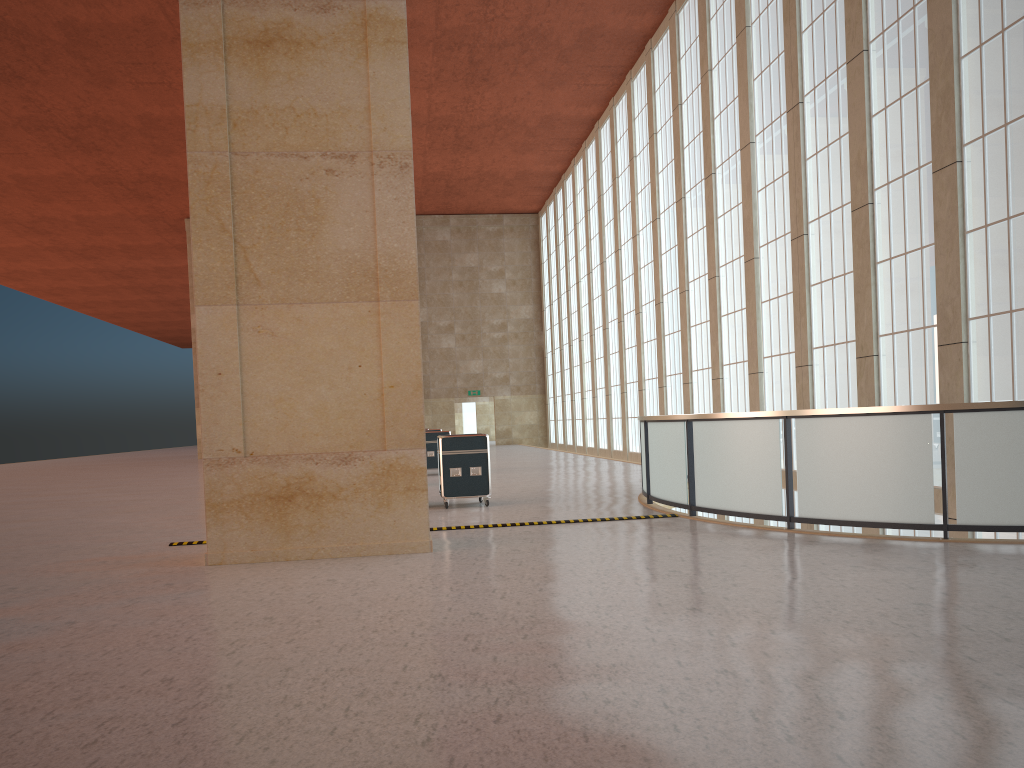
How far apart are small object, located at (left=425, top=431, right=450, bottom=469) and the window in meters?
11.3

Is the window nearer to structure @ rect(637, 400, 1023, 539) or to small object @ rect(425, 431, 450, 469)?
structure @ rect(637, 400, 1023, 539)

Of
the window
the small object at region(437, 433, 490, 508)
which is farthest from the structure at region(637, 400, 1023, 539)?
the window

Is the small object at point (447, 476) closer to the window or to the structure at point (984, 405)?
the structure at point (984, 405)

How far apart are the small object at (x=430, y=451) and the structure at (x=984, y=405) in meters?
10.9 m

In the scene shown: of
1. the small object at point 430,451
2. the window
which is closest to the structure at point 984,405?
the window

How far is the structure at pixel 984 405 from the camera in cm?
1110

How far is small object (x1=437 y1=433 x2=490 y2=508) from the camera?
18.48m

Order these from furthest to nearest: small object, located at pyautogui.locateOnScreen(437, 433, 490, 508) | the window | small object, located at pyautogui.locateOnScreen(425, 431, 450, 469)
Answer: small object, located at pyautogui.locateOnScreen(425, 431, 450, 469)
small object, located at pyautogui.locateOnScreen(437, 433, 490, 508)
the window

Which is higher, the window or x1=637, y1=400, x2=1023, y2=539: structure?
the window
